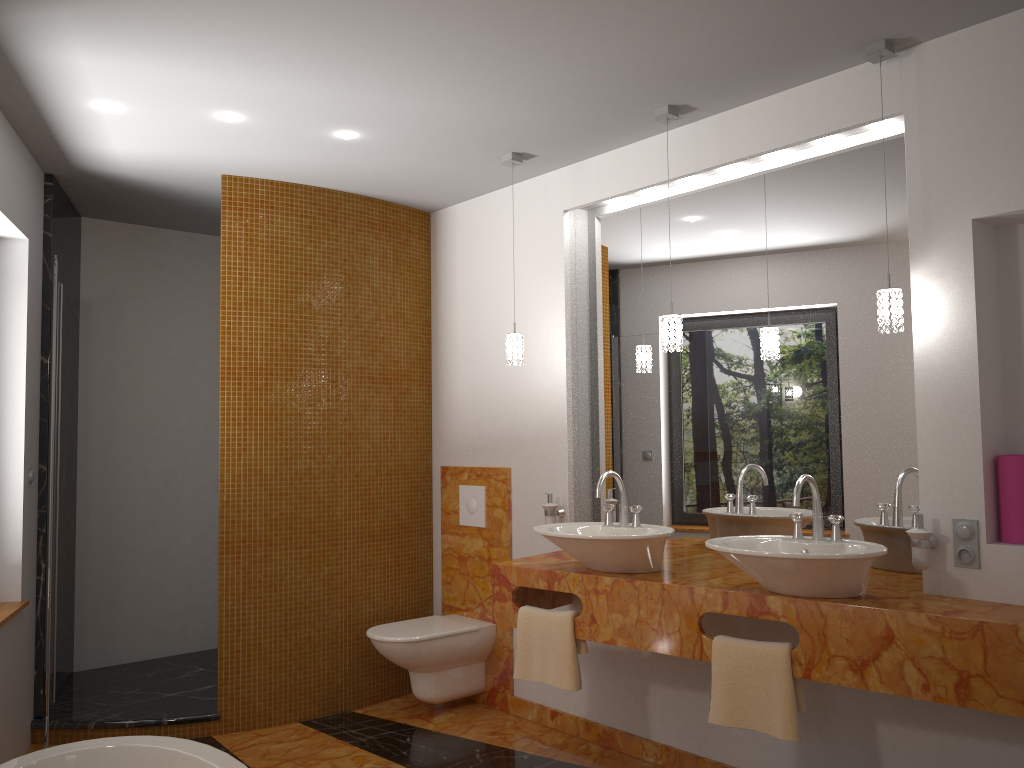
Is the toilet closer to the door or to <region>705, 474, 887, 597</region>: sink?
the door

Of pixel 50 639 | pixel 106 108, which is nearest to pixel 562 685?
pixel 50 639

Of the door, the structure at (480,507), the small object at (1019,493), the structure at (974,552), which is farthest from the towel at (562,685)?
the door

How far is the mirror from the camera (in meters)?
2.98

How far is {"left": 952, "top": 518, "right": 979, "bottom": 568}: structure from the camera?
2.6m

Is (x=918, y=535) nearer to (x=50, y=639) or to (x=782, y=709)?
(x=782, y=709)

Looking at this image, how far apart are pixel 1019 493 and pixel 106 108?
3.3 meters

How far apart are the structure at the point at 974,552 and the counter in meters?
0.1

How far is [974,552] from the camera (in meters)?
2.60

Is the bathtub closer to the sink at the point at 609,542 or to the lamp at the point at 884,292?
the sink at the point at 609,542
